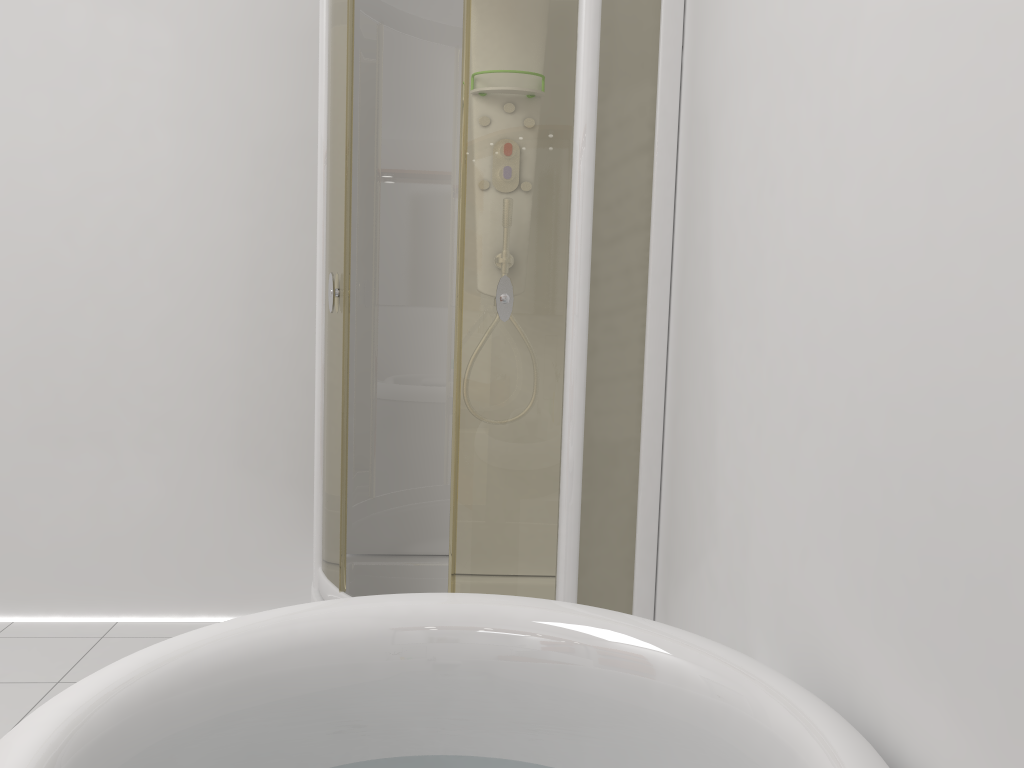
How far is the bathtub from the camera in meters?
1.0

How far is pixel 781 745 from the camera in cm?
103

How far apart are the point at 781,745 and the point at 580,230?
1.3m

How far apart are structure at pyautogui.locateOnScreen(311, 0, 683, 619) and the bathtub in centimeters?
74cm

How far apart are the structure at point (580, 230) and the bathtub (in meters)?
0.74

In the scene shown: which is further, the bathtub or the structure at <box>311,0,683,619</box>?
the structure at <box>311,0,683,619</box>

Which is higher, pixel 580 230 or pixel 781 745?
pixel 580 230

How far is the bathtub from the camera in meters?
1.0

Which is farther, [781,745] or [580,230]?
[580,230]
